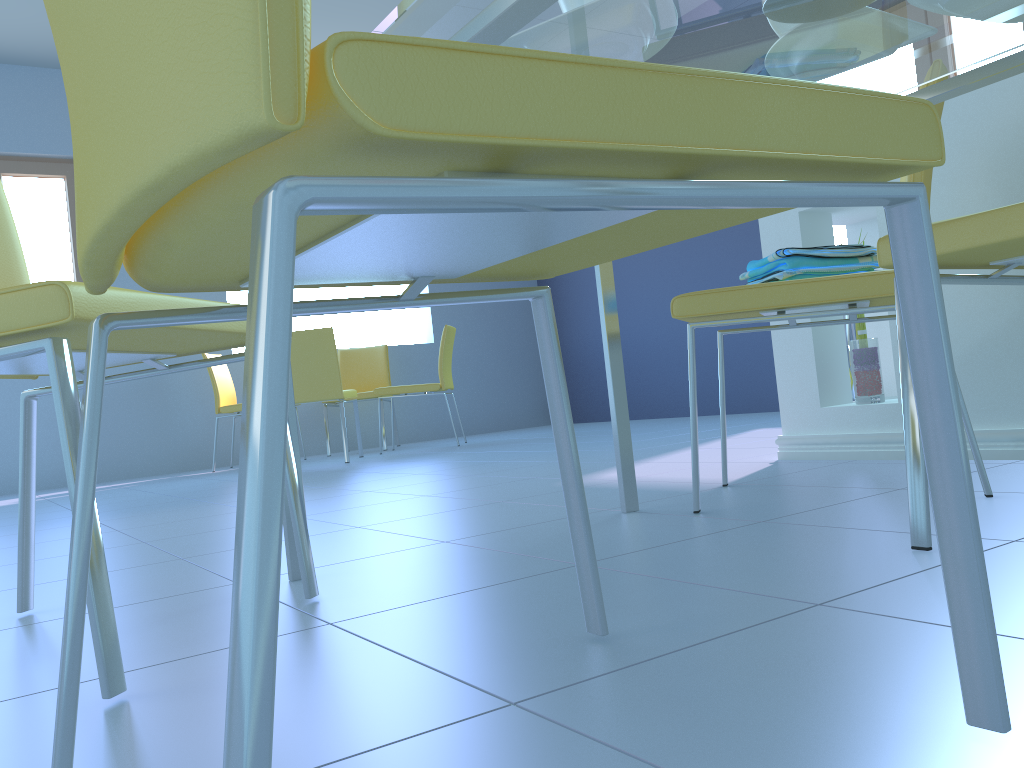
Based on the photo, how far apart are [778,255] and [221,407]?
4.17m

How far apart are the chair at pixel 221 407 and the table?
3.9m

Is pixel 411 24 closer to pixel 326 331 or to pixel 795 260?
pixel 795 260

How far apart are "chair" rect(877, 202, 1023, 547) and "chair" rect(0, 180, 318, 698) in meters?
0.7 m

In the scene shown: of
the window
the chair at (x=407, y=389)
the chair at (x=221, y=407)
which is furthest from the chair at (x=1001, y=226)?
the window

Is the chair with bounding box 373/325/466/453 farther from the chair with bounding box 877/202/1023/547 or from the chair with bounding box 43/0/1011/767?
the chair with bounding box 43/0/1011/767

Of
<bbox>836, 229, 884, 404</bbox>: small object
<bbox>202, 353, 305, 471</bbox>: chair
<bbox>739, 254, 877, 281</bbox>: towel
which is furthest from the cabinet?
<bbox>202, 353, 305, 471</bbox>: chair

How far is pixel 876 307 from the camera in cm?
142

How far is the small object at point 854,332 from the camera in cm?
240

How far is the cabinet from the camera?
1.79m
